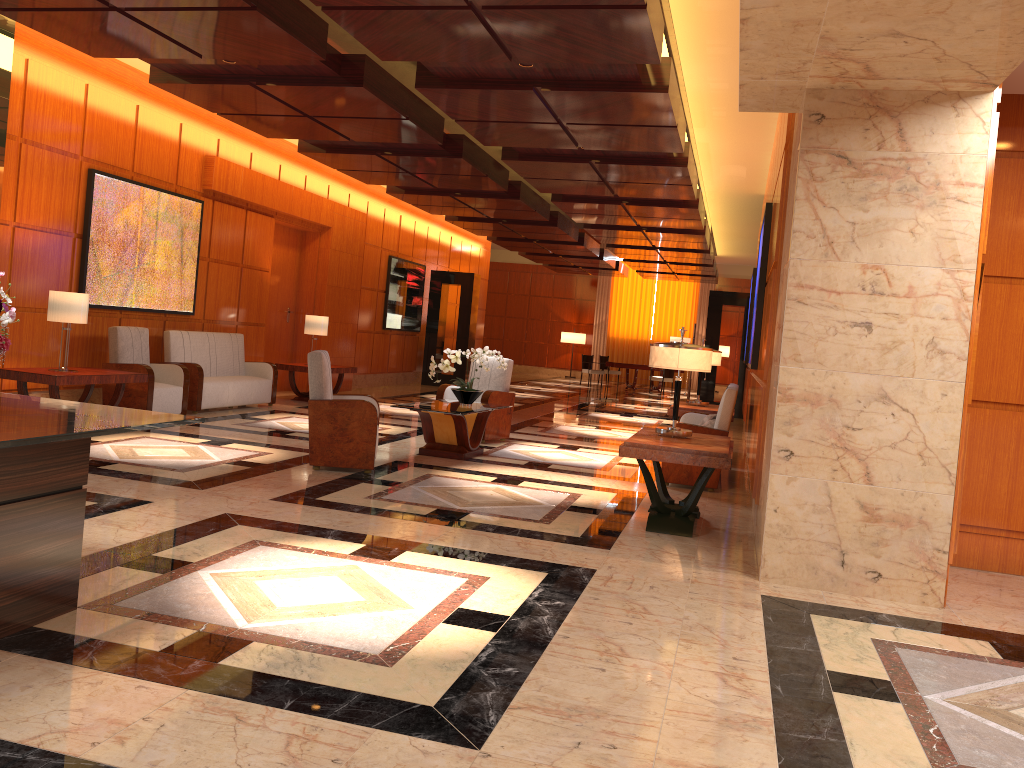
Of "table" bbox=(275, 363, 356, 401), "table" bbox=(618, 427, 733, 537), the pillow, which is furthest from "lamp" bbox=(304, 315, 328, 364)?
"table" bbox=(618, 427, 733, 537)

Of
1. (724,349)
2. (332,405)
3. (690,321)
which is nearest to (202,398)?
(332,405)

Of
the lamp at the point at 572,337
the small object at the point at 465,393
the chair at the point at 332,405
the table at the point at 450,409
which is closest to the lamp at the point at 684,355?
the table at the point at 450,409

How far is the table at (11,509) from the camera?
3.2m

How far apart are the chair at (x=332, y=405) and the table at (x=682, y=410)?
3.7 meters

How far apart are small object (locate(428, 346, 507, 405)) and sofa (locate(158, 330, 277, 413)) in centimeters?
303cm

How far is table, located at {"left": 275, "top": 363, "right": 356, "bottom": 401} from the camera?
12.64m

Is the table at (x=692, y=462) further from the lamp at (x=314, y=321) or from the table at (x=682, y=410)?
the lamp at (x=314, y=321)

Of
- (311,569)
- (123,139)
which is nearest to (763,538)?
(311,569)

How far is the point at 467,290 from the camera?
18.92m
